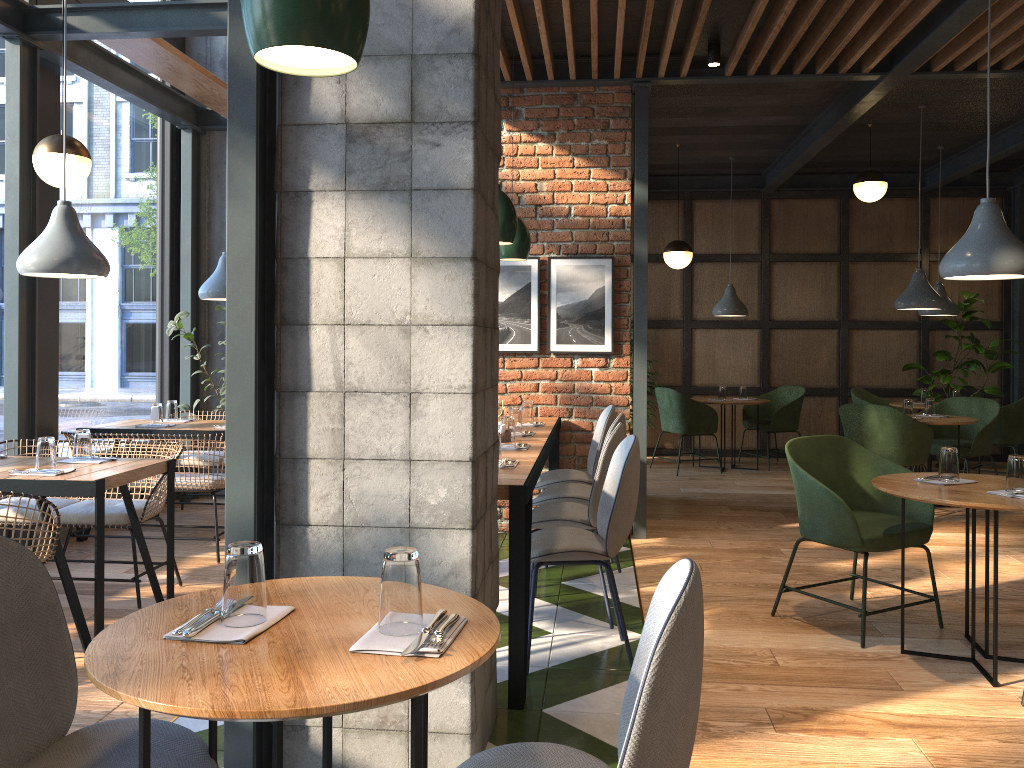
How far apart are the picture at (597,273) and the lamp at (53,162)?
2.7 meters

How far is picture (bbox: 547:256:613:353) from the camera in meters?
5.7 m

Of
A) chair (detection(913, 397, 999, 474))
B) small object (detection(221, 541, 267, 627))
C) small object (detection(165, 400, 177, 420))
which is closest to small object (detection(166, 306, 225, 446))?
small object (detection(165, 400, 177, 420))

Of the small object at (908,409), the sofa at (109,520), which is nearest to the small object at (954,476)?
the small object at (908,409)

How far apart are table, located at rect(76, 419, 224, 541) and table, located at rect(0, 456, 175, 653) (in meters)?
1.32

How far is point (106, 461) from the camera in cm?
399

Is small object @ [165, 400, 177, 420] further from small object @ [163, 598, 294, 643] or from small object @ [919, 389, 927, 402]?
small object @ [919, 389, 927, 402]

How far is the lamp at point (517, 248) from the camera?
5.22m

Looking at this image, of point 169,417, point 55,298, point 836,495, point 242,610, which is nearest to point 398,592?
point 242,610

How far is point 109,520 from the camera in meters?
4.2
